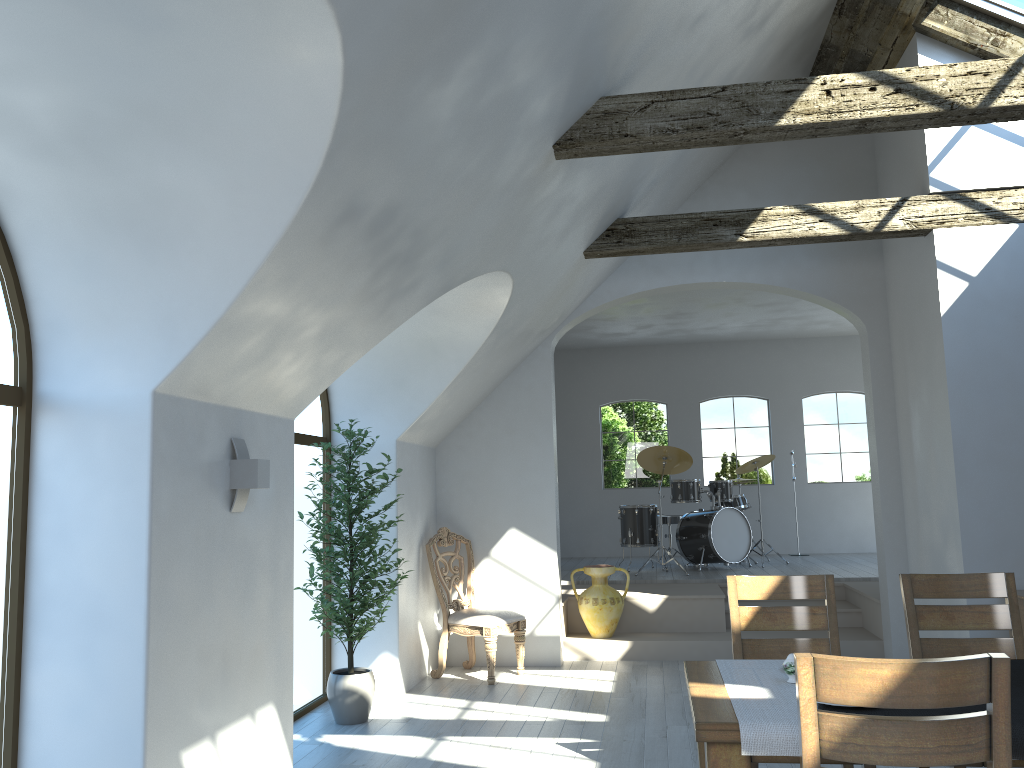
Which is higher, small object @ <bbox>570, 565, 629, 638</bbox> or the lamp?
the lamp

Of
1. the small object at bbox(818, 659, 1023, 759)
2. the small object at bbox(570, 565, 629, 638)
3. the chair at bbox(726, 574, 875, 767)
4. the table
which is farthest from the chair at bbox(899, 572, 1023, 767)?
the small object at bbox(570, 565, 629, 638)

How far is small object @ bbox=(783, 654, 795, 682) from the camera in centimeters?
296cm

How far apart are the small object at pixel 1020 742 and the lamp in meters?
2.4 m

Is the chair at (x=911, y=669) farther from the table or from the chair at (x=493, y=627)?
the chair at (x=493, y=627)

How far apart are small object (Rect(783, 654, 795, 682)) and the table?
0.2 meters

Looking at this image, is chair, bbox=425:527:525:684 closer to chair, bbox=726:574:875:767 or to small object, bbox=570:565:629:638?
small object, bbox=570:565:629:638

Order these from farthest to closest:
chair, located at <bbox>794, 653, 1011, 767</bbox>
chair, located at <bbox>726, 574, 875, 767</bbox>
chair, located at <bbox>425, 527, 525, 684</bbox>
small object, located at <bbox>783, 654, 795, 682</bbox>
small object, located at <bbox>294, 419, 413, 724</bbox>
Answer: chair, located at <bbox>425, 527, 525, 684</bbox>
small object, located at <bbox>294, 419, 413, 724</bbox>
chair, located at <bbox>726, 574, 875, 767</bbox>
small object, located at <bbox>783, 654, 795, 682</bbox>
chair, located at <bbox>794, 653, 1011, 767</bbox>

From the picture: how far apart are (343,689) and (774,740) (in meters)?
3.65

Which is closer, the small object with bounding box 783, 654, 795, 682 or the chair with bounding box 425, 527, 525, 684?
the small object with bounding box 783, 654, 795, 682
